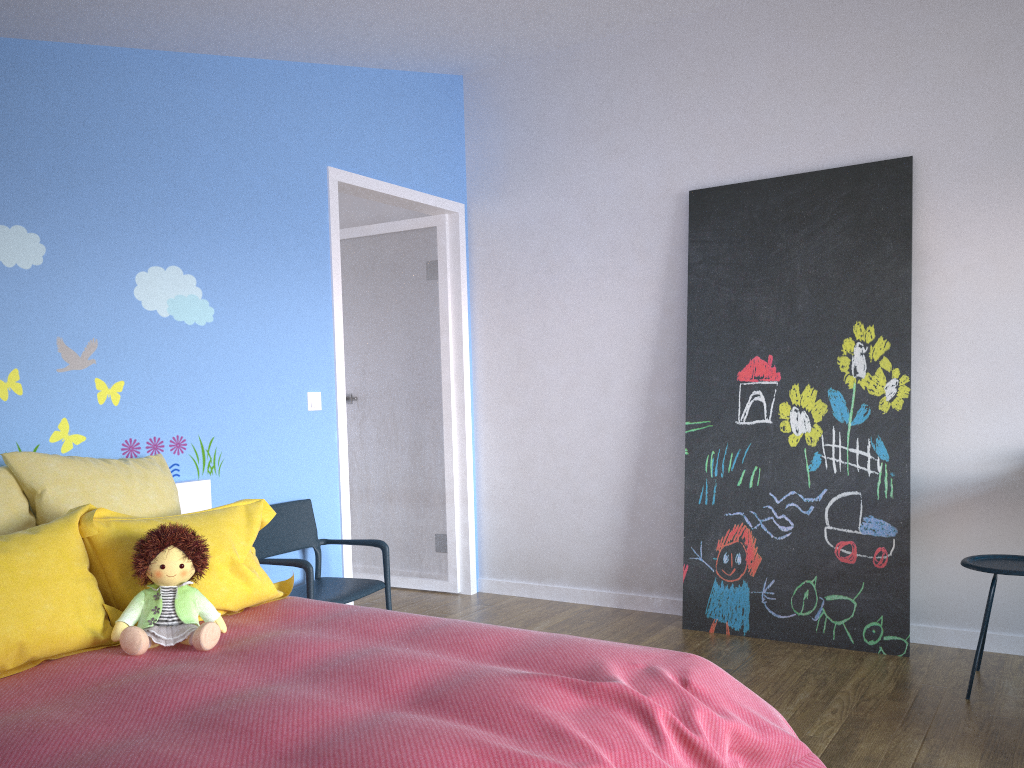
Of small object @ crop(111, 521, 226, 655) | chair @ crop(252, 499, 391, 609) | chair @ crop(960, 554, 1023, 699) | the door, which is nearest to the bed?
small object @ crop(111, 521, 226, 655)

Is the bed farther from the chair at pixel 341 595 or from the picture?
the picture

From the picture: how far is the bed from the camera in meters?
1.6 m

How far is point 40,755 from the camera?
1.6m

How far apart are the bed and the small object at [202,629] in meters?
0.0 m

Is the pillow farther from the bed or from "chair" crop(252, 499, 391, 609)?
"chair" crop(252, 499, 391, 609)

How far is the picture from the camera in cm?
360

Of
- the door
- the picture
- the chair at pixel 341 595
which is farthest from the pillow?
the picture

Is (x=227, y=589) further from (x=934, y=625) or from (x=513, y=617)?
(x=934, y=625)

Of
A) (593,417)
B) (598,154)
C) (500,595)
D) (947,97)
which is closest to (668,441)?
(593,417)
